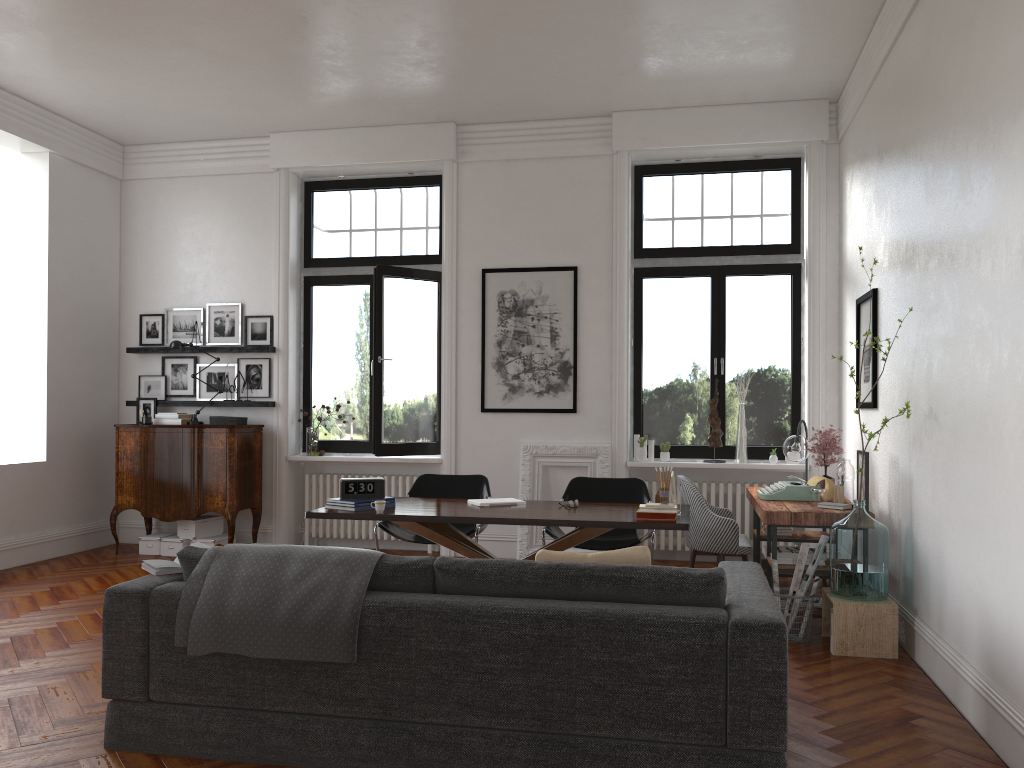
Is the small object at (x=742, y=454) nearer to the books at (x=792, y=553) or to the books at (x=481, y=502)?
the books at (x=792, y=553)

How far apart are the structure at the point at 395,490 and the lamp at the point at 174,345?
1.18m

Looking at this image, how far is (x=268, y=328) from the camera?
8.58m

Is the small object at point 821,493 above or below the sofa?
above

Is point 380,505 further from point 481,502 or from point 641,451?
point 641,451

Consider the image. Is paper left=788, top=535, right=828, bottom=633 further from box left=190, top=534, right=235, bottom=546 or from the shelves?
the shelves

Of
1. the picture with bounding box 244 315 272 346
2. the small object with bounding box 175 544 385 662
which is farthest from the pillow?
the picture with bounding box 244 315 272 346

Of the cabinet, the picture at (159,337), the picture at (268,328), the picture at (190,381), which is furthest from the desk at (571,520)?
the picture at (159,337)

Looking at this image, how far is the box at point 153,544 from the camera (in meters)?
8.18

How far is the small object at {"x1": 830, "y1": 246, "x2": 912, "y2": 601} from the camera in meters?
5.0 m
